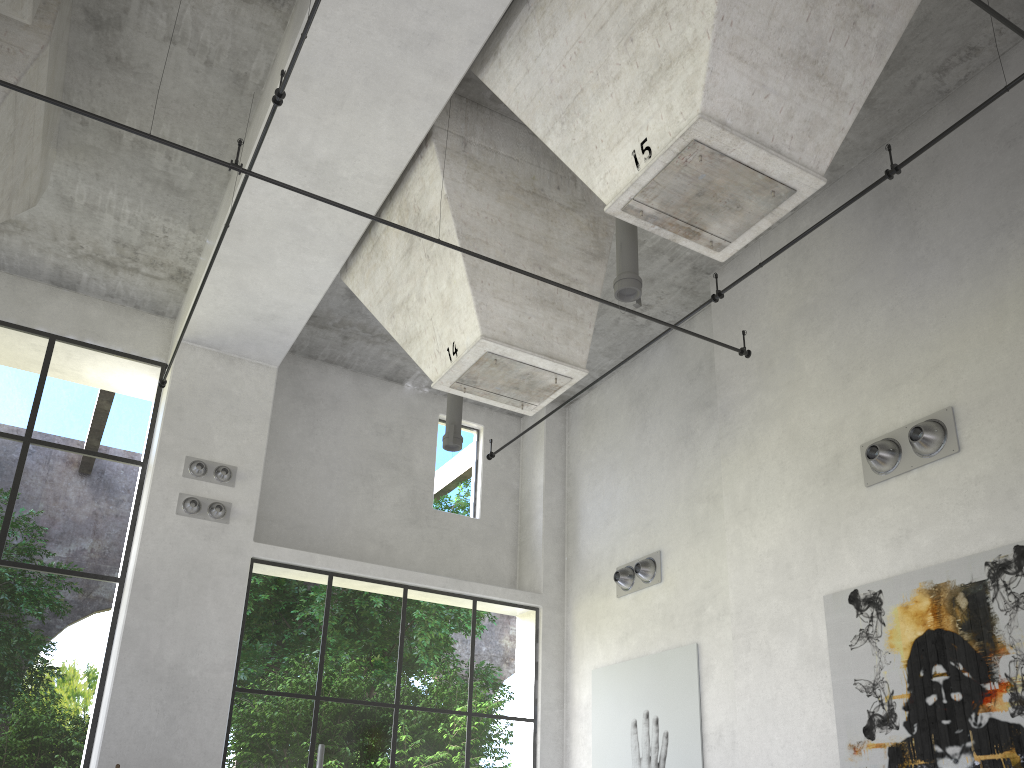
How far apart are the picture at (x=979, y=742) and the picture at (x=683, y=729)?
2.53m

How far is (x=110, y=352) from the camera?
12.62m

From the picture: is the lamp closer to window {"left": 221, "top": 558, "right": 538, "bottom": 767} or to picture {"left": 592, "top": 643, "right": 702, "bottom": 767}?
window {"left": 221, "top": 558, "right": 538, "bottom": 767}

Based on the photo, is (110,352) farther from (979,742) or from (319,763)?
(979,742)

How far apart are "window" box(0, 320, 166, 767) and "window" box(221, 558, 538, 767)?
1.63m

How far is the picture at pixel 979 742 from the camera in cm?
695

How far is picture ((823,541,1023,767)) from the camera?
6.9 meters

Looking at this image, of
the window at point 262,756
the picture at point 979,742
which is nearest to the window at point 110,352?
the window at point 262,756

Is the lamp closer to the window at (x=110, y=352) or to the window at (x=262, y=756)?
the window at (x=262, y=756)

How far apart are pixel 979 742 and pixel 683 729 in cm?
420
